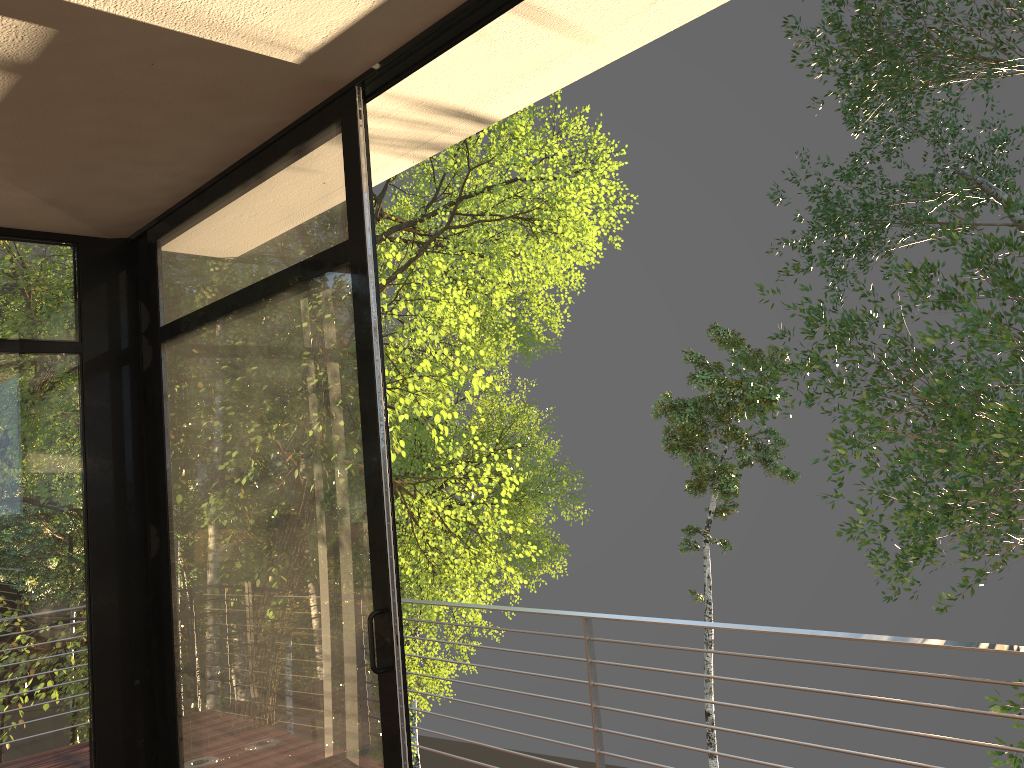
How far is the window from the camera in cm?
258

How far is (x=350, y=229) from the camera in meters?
2.6

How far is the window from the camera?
2.6m
